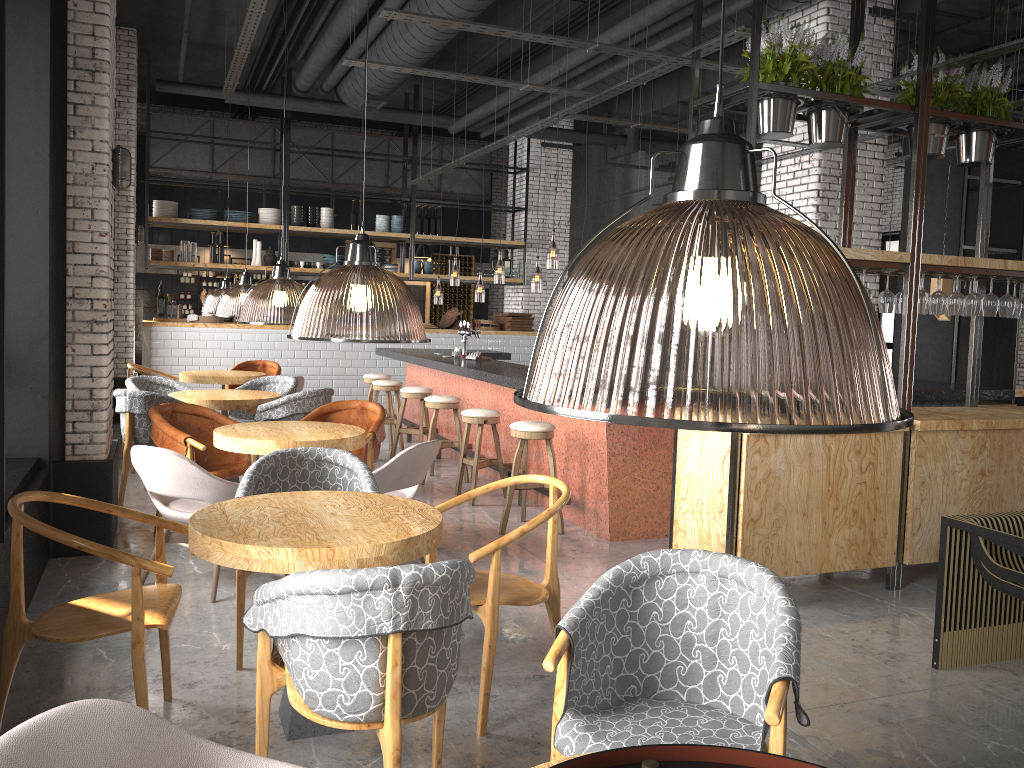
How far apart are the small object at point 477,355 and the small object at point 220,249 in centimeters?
539cm

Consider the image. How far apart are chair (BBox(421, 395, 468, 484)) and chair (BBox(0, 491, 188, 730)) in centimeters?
463cm

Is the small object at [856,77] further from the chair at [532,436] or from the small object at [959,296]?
the chair at [532,436]

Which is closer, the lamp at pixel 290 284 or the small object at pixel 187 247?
the lamp at pixel 290 284

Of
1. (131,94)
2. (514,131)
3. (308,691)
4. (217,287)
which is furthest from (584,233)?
(308,691)

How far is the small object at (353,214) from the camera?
13.4m

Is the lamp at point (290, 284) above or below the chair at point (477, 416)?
above

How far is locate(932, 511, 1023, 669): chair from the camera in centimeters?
395cm

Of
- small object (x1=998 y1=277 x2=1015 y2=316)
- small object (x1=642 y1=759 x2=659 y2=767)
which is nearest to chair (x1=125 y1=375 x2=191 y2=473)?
small object (x1=998 y1=277 x2=1015 y2=316)

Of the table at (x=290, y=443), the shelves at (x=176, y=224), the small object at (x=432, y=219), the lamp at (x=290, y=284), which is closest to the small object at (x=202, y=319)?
the lamp at (x=290, y=284)
